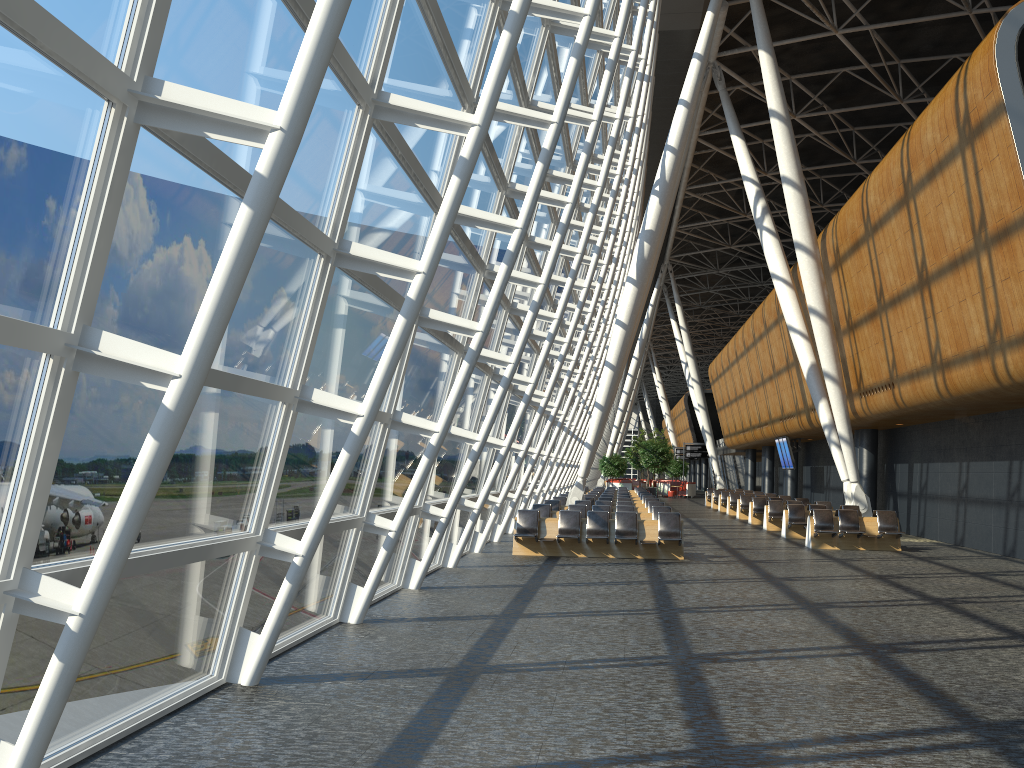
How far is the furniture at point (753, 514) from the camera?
28.05m

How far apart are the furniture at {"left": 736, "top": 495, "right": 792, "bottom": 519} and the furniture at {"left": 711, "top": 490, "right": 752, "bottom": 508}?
8.3m

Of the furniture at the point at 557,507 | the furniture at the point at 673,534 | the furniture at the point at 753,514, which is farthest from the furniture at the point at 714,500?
the furniture at the point at 673,534

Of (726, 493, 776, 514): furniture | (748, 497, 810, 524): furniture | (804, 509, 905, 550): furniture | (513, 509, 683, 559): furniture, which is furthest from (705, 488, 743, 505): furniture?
(513, 509, 683, 559): furniture

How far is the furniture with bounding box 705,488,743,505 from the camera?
42.9 meters

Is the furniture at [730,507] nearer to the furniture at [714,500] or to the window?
the furniture at [714,500]

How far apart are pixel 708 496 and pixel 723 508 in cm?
600

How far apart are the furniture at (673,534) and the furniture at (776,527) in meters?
9.2

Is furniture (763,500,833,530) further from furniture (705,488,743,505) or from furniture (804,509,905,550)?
furniture (705,488,743,505)

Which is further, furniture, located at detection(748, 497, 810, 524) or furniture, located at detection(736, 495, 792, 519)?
furniture, located at detection(736, 495, 792, 519)
